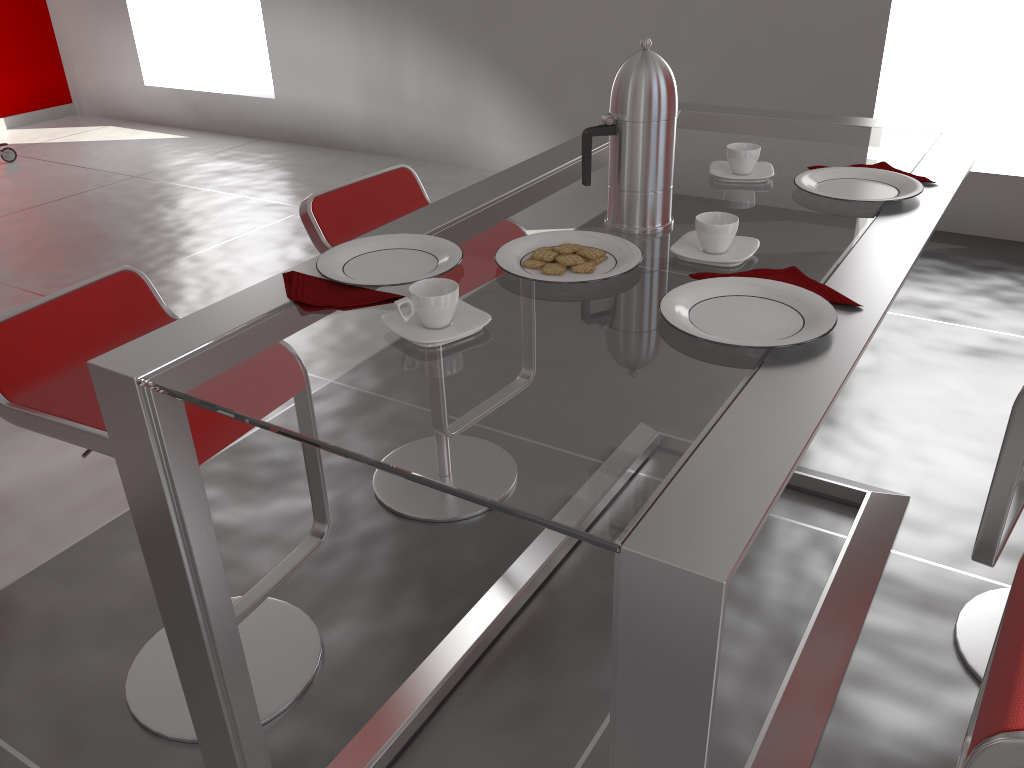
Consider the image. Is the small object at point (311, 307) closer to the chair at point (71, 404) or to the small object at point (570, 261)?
the small object at point (570, 261)

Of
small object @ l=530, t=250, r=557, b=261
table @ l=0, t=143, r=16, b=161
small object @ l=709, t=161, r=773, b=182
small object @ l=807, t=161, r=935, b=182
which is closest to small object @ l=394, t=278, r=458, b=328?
small object @ l=530, t=250, r=557, b=261

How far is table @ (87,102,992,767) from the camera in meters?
0.8 m

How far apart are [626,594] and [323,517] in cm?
124

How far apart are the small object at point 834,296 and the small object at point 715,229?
0.07m

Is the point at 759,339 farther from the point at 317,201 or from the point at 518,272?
the point at 317,201

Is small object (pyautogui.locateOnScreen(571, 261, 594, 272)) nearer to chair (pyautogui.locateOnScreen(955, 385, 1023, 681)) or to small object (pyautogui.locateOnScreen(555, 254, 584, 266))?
small object (pyautogui.locateOnScreen(555, 254, 584, 266))

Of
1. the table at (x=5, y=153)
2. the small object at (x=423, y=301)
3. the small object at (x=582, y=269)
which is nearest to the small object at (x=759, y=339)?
the small object at (x=582, y=269)

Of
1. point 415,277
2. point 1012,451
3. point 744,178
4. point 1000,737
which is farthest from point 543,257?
point 1012,451

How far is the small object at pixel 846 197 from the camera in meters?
1.5 m
